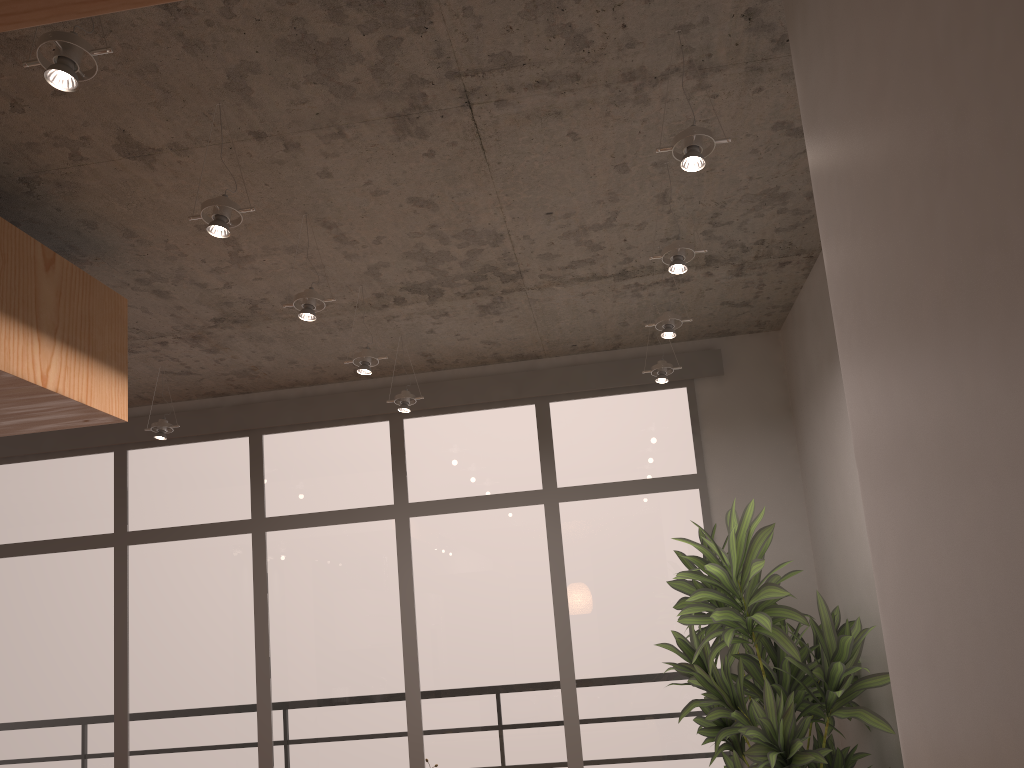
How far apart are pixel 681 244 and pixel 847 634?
1.8 meters

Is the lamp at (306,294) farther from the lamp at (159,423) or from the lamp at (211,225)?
the lamp at (159,423)

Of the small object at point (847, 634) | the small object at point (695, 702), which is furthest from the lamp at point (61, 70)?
the small object at point (695, 702)

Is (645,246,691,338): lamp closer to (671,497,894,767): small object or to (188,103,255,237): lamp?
(671,497,894,767): small object

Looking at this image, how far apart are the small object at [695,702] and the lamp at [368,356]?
2.1m

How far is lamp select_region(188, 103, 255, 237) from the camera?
2.90m

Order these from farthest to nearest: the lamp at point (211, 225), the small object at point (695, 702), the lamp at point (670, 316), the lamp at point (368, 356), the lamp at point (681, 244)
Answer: the small object at point (695, 702) < the lamp at point (368, 356) < the lamp at point (670, 316) < the lamp at point (681, 244) < the lamp at point (211, 225)

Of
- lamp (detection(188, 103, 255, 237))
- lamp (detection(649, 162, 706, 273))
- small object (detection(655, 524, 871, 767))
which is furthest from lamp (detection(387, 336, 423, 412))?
lamp (detection(188, 103, 255, 237))

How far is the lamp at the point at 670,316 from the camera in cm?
432

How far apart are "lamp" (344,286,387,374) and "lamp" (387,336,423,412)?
0.7 meters
